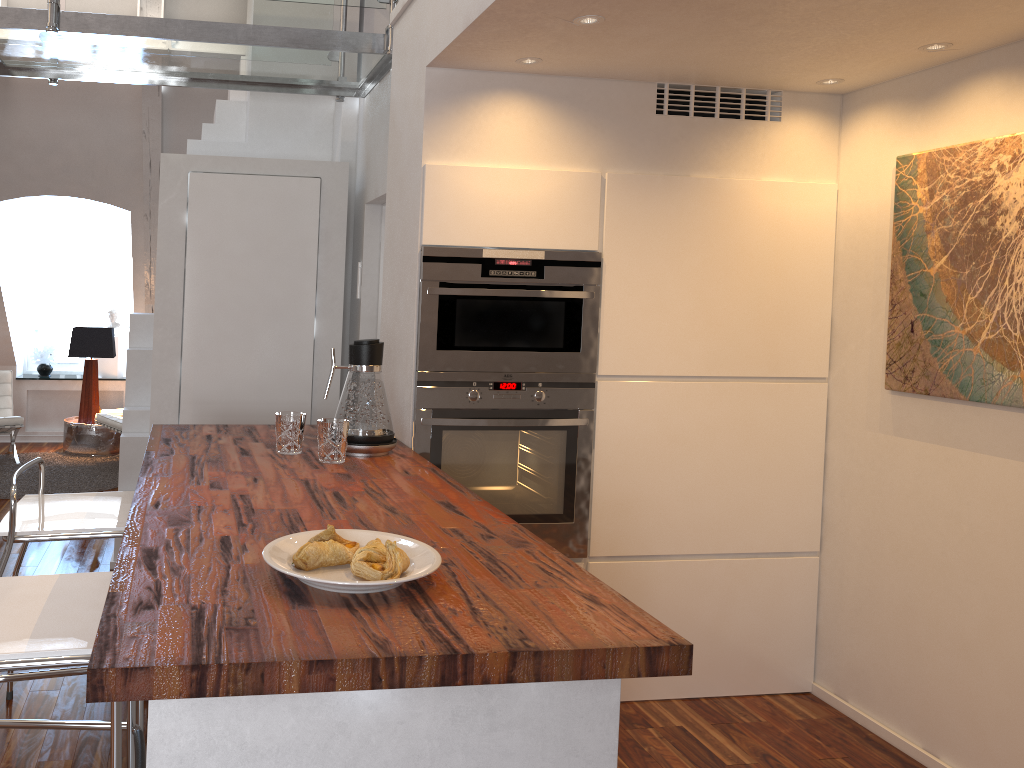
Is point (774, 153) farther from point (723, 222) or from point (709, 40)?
point (709, 40)

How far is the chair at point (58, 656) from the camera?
1.4m

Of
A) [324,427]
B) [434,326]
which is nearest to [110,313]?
[434,326]

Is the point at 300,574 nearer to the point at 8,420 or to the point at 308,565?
the point at 308,565

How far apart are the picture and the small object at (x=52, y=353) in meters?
6.3

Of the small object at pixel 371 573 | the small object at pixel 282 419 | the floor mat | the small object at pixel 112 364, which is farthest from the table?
the small object at pixel 371 573

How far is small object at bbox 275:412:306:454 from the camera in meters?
2.4

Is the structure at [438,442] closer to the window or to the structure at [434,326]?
the structure at [434,326]

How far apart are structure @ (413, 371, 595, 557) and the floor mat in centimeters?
342cm

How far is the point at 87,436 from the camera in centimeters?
628cm
